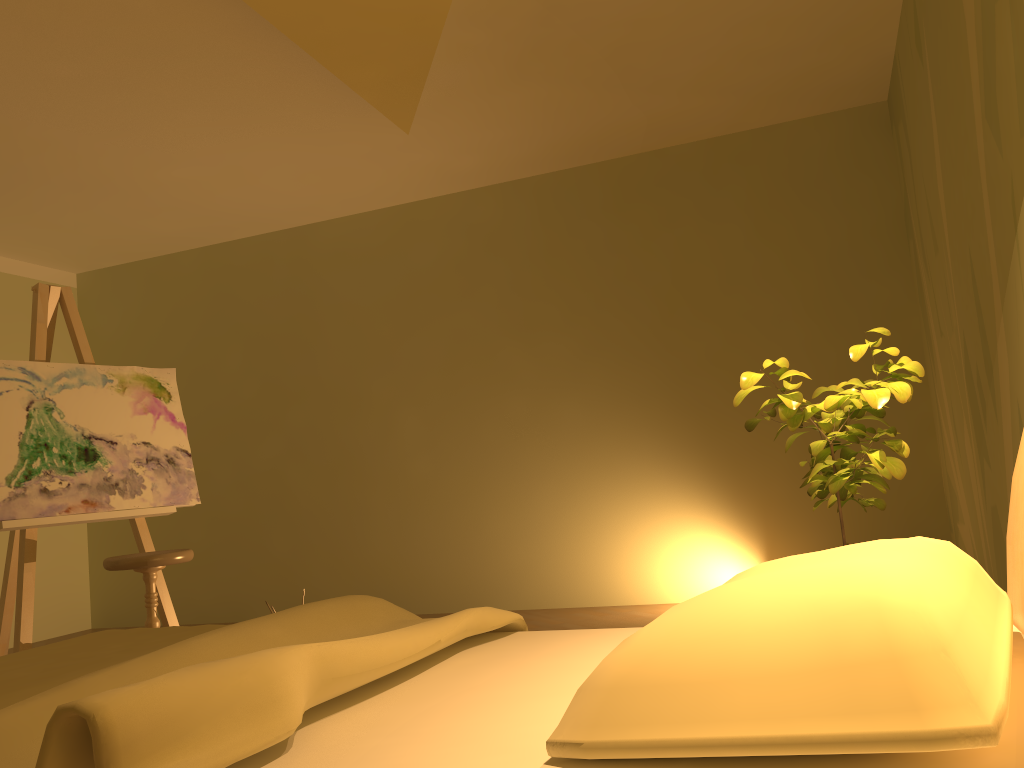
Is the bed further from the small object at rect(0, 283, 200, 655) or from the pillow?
the small object at rect(0, 283, 200, 655)

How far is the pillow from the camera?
0.8 meters

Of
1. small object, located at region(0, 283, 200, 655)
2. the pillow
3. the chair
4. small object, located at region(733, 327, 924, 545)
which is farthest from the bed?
small object, located at region(0, 283, 200, 655)

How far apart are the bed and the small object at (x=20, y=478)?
1.8 meters

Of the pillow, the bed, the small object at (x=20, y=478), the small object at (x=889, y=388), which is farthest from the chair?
the pillow

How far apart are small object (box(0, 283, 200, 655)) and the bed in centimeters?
175cm

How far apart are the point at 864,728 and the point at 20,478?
3.8 meters

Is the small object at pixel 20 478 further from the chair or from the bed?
the bed

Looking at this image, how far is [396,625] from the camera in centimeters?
193cm

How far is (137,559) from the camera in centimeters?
352cm
